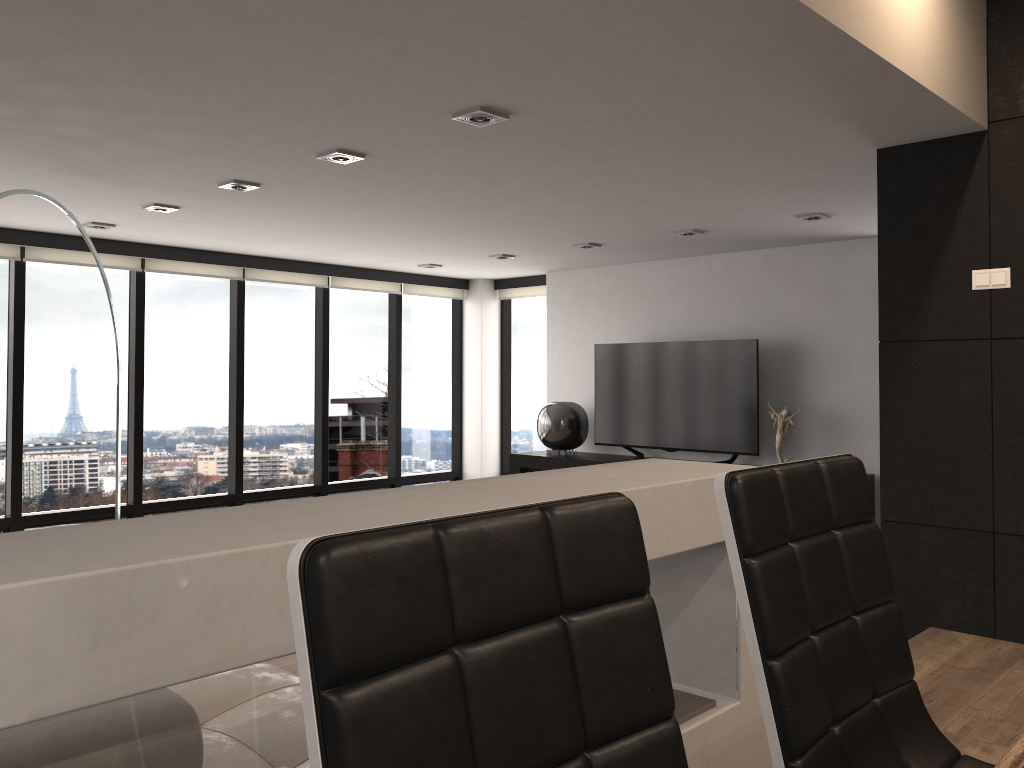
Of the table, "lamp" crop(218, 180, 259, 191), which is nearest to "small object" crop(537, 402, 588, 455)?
"lamp" crop(218, 180, 259, 191)

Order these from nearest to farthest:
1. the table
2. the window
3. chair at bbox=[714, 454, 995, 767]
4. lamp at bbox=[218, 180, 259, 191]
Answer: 1. the table
2. chair at bbox=[714, 454, 995, 767]
3. lamp at bbox=[218, 180, 259, 191]
4. the window

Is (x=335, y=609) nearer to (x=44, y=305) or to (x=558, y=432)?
(x=44, y=305)

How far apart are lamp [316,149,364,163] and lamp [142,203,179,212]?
1.68m

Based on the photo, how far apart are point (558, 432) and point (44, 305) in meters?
4.1

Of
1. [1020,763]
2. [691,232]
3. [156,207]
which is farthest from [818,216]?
[1020,763]

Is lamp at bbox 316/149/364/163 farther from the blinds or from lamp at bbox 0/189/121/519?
the blinds

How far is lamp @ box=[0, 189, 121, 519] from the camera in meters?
4.6

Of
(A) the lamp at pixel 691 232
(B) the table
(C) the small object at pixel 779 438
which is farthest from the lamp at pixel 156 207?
(B) the table

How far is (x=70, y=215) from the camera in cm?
457
